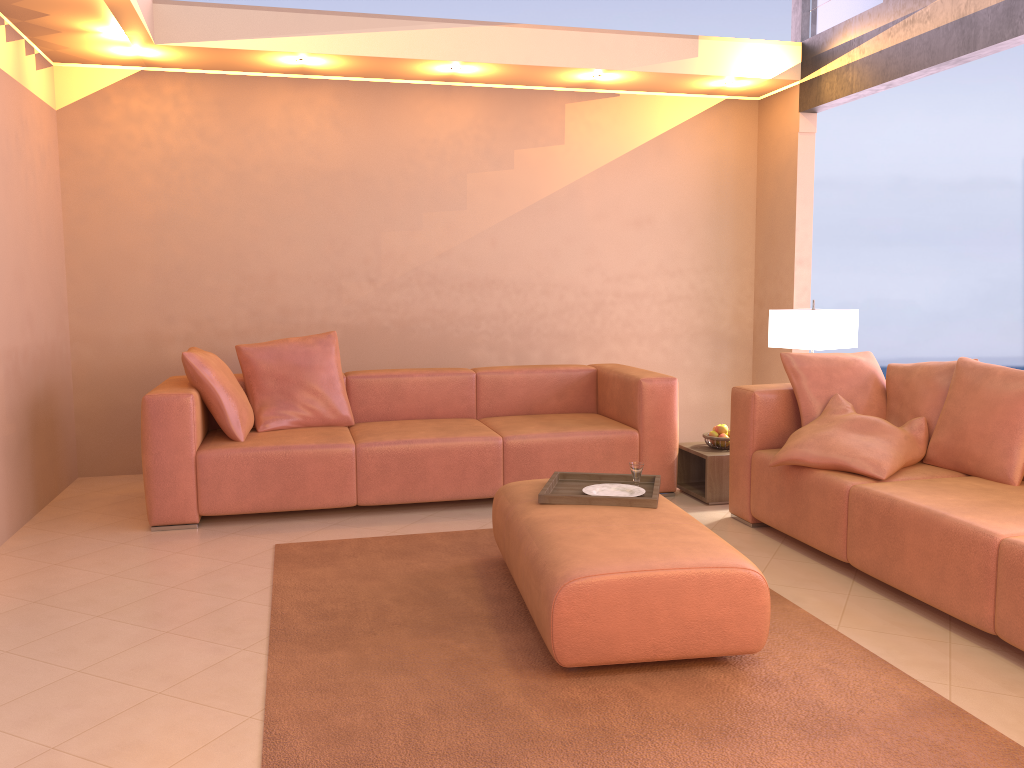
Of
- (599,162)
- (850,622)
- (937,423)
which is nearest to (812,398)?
(937,423)

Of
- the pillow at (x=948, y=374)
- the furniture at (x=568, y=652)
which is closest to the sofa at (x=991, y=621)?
the pillow at (x=948, y=374)

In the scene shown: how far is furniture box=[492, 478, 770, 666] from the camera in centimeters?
255cm

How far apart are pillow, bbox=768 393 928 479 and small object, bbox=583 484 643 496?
0.8 meters

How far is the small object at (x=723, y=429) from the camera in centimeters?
480cm

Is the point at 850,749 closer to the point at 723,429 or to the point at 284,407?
the point at 723,429

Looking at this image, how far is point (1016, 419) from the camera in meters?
3.4 m

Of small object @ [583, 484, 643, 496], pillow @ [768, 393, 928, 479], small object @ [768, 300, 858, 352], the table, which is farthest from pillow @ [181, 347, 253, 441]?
small object @ [768, 300, 858, 352]

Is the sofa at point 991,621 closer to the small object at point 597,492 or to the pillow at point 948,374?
the pillow at point 948,374

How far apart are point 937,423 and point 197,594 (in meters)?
3.06
